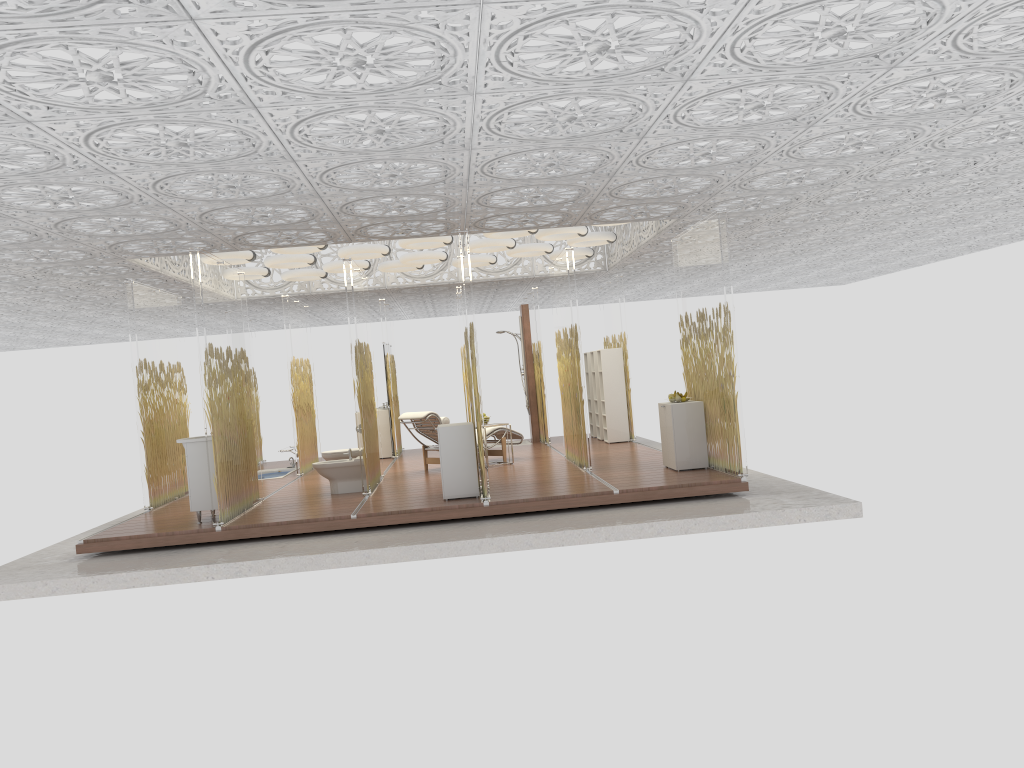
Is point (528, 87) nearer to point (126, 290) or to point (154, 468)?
point (126, 290)

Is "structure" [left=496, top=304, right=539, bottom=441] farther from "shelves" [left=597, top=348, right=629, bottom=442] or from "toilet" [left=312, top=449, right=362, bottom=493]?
A: "toilet" [left=312, top=449, right=362, bottom=493]

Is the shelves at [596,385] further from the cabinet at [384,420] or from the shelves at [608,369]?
the cabinet at [384,420]

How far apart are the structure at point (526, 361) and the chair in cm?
258

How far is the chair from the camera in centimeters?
1140cm

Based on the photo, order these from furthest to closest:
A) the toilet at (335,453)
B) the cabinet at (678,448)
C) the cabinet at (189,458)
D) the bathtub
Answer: the bathtub < the toilet at (335,453) < the cabinet at (678,448) < the cabinet at (189,458)

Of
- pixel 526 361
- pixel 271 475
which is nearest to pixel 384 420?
pixel 271 475

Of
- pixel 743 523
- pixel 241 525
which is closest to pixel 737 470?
pixel 743 523

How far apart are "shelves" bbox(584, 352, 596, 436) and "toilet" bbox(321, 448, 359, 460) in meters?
5.5 m

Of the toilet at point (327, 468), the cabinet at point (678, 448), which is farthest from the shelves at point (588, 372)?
the toilet at point (327, 468)
